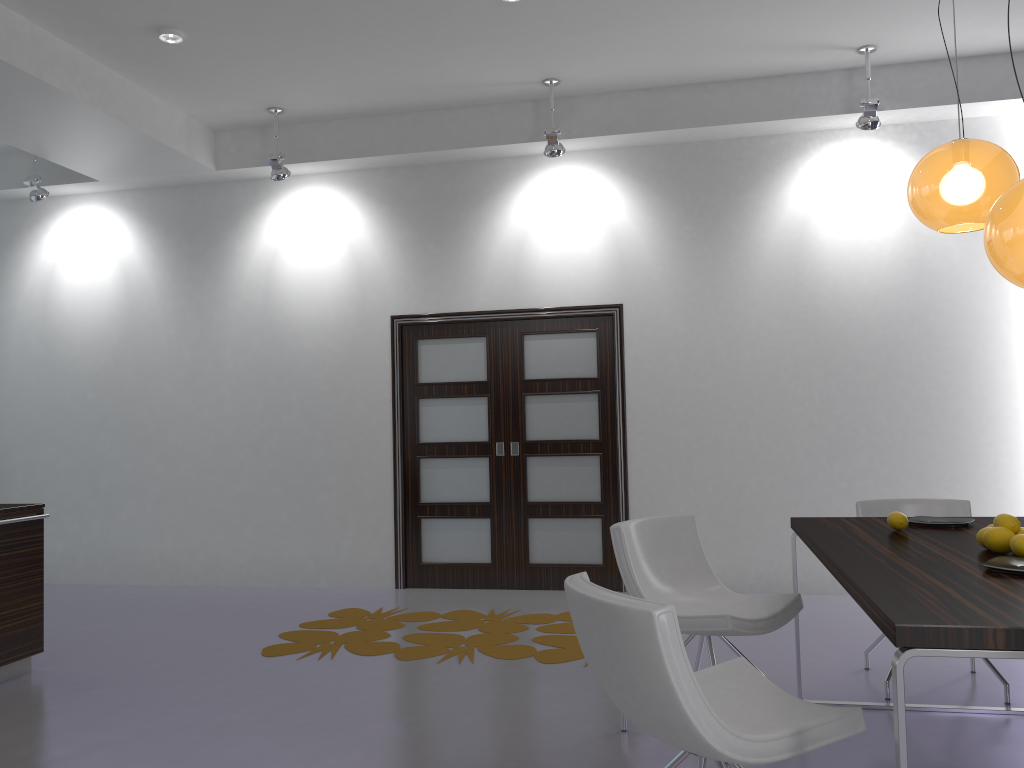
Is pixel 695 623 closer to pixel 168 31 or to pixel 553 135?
pixel 553 135

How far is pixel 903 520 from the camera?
3.2m

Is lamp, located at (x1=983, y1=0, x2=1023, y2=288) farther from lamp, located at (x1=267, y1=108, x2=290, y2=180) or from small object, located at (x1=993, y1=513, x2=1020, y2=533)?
lamp, located at (x1=267, y1=108, x2=290, y2=180)

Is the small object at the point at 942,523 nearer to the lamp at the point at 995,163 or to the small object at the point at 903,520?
the small object at the point at 903,520

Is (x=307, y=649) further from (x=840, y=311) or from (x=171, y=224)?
(x=840, y=311)

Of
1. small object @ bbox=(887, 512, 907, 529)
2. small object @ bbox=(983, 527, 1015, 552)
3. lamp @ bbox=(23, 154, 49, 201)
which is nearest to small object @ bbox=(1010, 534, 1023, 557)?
small object @ bbox=(983, 527, 1015, 552)

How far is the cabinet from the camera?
4.4 meters

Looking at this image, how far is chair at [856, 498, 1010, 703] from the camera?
4.2 meters

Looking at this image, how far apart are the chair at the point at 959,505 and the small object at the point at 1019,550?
1.5m

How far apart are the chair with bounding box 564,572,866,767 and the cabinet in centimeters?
327cm
